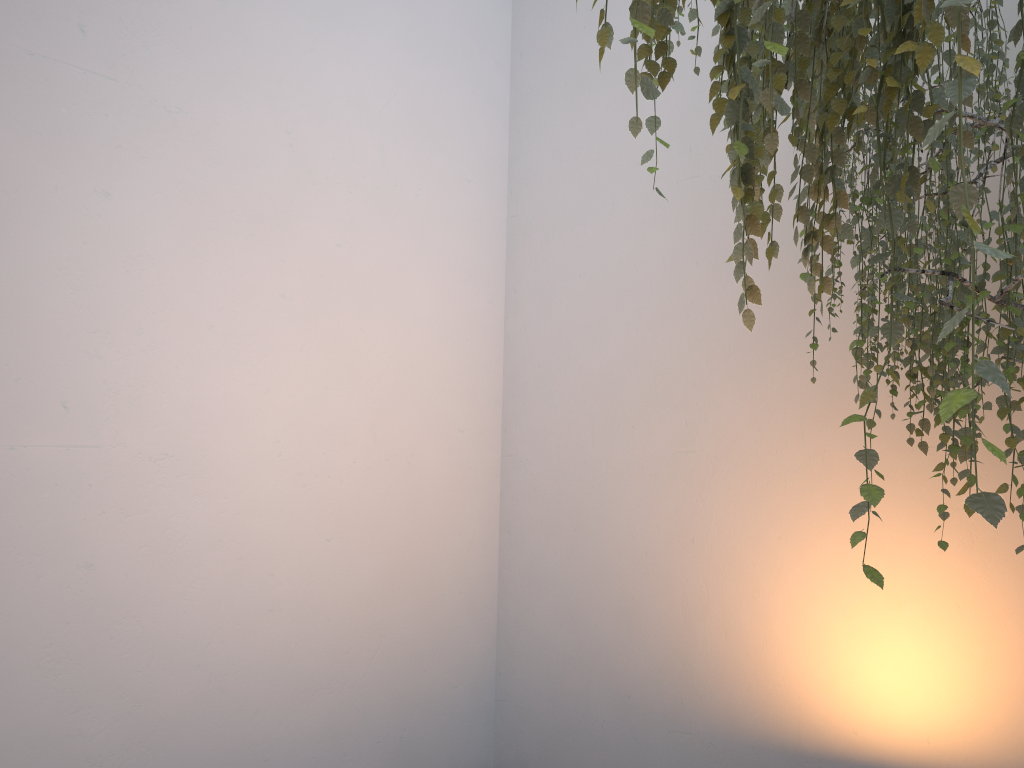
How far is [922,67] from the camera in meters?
0.7

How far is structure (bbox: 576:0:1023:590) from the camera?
→ 0.70m

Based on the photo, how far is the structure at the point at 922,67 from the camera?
0.7 meters

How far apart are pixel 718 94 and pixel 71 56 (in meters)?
1.96
